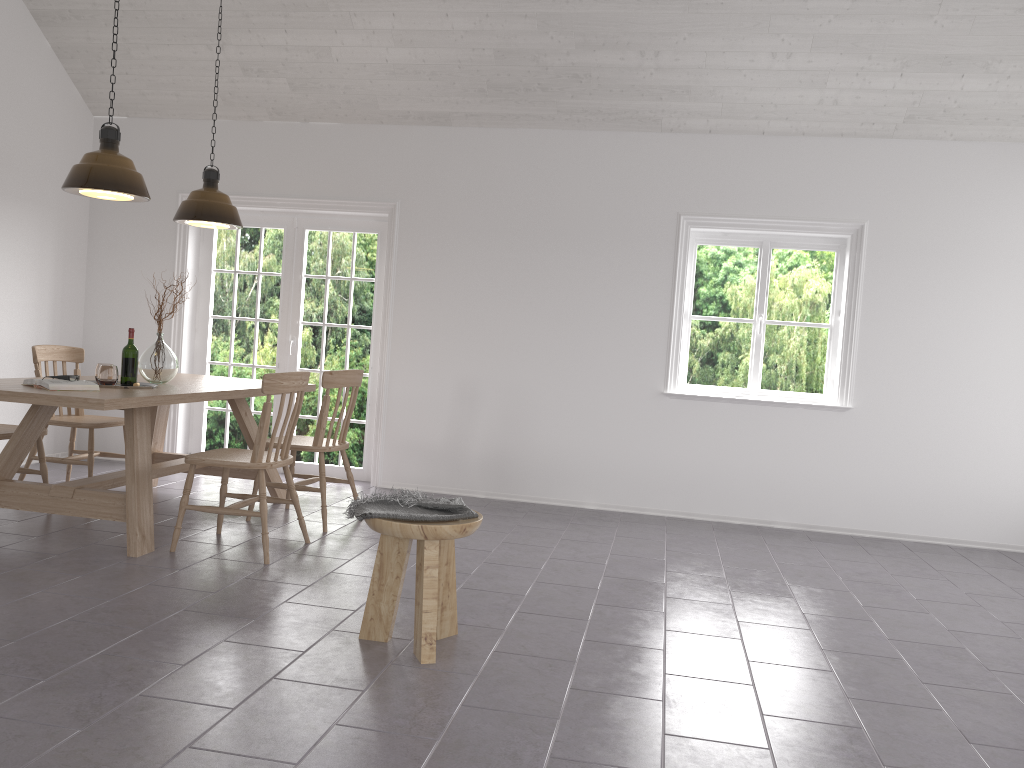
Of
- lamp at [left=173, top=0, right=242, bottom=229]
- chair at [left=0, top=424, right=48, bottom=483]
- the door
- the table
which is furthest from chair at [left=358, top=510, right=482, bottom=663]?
the door

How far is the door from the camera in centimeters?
672cm

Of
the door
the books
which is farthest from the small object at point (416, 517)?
the door

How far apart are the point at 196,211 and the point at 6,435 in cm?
163

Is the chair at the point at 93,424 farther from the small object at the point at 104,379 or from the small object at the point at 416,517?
the small object at the point at 416,517

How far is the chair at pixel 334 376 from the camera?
4.9 meters

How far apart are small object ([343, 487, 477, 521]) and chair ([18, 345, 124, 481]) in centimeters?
281cm

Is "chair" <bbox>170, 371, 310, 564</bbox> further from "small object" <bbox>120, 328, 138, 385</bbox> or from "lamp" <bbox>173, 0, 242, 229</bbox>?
"lamp" <bbox>173, 0, 242, 229</bbox>

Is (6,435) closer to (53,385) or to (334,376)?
(53,385)

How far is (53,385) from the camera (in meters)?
4.03
